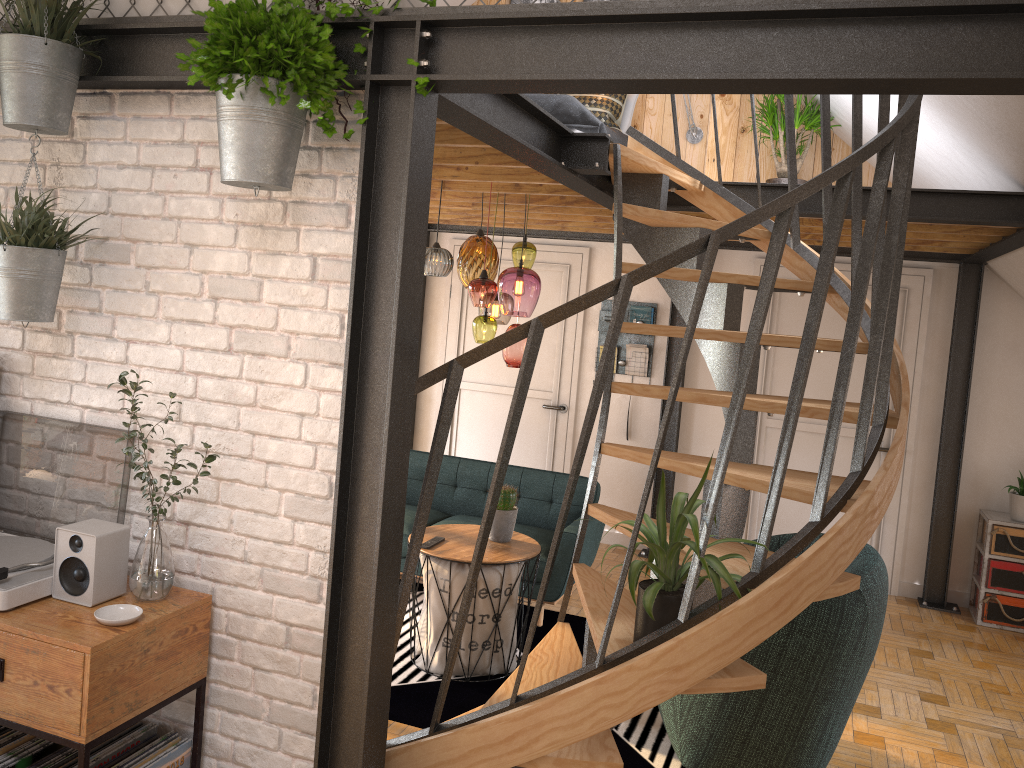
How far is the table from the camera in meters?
4.2

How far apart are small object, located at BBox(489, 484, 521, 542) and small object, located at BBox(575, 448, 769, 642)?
1.7 meters

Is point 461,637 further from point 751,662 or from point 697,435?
point 697,435

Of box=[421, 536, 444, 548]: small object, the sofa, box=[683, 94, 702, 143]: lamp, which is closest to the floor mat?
the sofa

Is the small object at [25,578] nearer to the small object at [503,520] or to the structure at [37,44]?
the structure at [37,44]

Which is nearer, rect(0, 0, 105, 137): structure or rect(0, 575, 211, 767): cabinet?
rect(0, 575, 211, 767): cabinet

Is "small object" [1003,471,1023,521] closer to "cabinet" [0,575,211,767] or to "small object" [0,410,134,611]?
"cabinet" [0,575,211,767]

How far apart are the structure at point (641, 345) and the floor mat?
2.20m

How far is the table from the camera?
4.2 meters

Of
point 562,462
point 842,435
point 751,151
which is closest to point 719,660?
point 842,435
